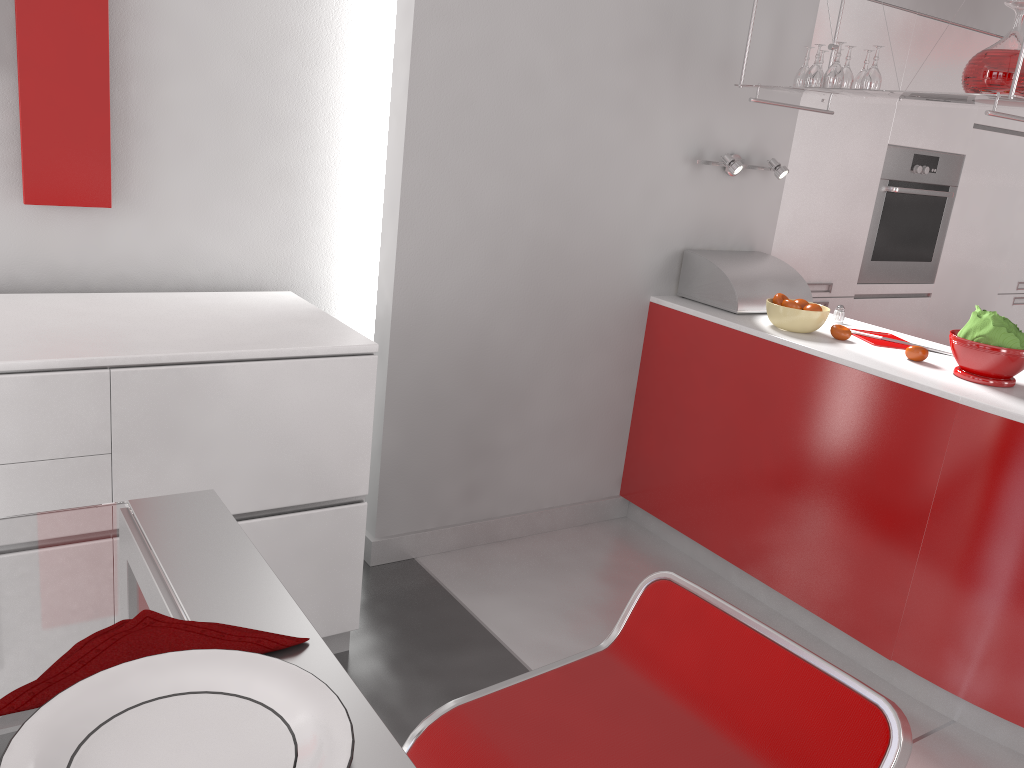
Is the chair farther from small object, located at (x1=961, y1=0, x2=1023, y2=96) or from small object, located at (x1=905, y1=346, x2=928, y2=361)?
small object, located at (x1=961, y1=0, x2=1023, y2=96)

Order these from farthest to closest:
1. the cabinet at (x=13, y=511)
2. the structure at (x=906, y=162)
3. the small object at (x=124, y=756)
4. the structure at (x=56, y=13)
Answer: the structure at (x=906, y=162)
the structure at (x=56, y=13)
the cabinet at (x=13, y=511)
the small object at (x=124, y=756)

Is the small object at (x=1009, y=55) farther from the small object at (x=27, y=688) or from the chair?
the small object at (x=27, y=688)

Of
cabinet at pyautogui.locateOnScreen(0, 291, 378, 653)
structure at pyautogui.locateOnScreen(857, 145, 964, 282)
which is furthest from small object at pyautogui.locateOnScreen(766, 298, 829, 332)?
cabinet at pyautogui.locateOnScreen(0, 291, 378, 653)

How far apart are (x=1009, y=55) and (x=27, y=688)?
2.6m

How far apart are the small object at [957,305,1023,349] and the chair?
1.6m

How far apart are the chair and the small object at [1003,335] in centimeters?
163cm

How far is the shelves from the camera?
2.3 meters

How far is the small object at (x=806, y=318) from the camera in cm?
281

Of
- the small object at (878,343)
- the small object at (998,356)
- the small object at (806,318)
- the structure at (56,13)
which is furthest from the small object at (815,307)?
the structure at (56,13)
